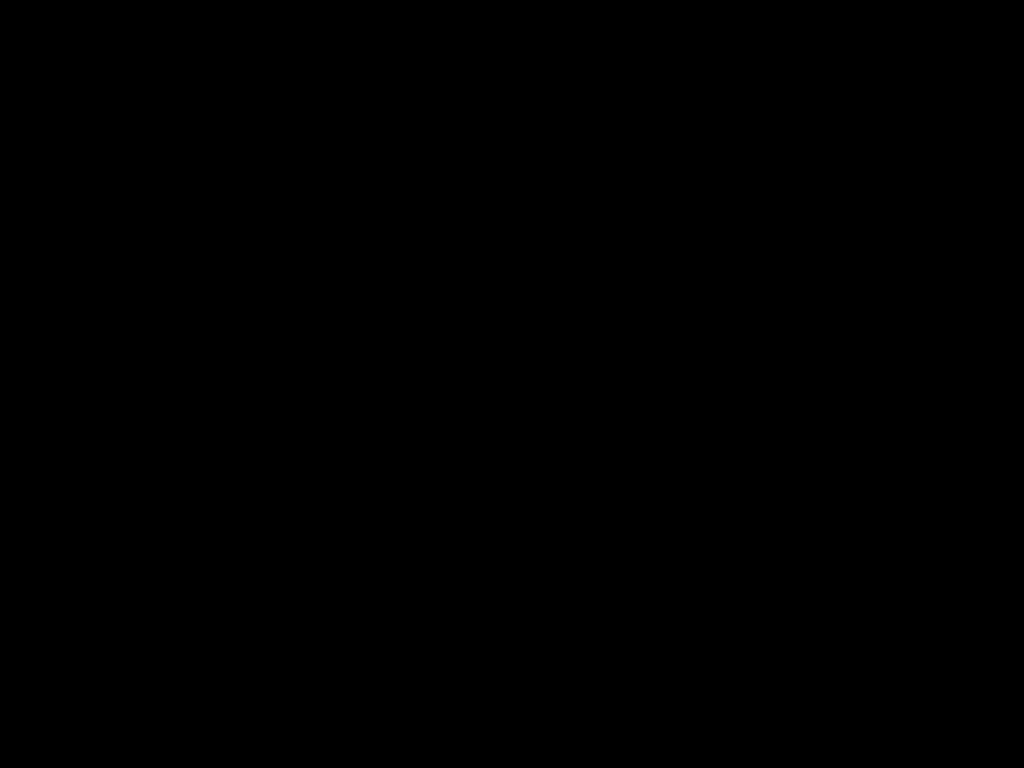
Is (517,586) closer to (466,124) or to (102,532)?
(466,124)
